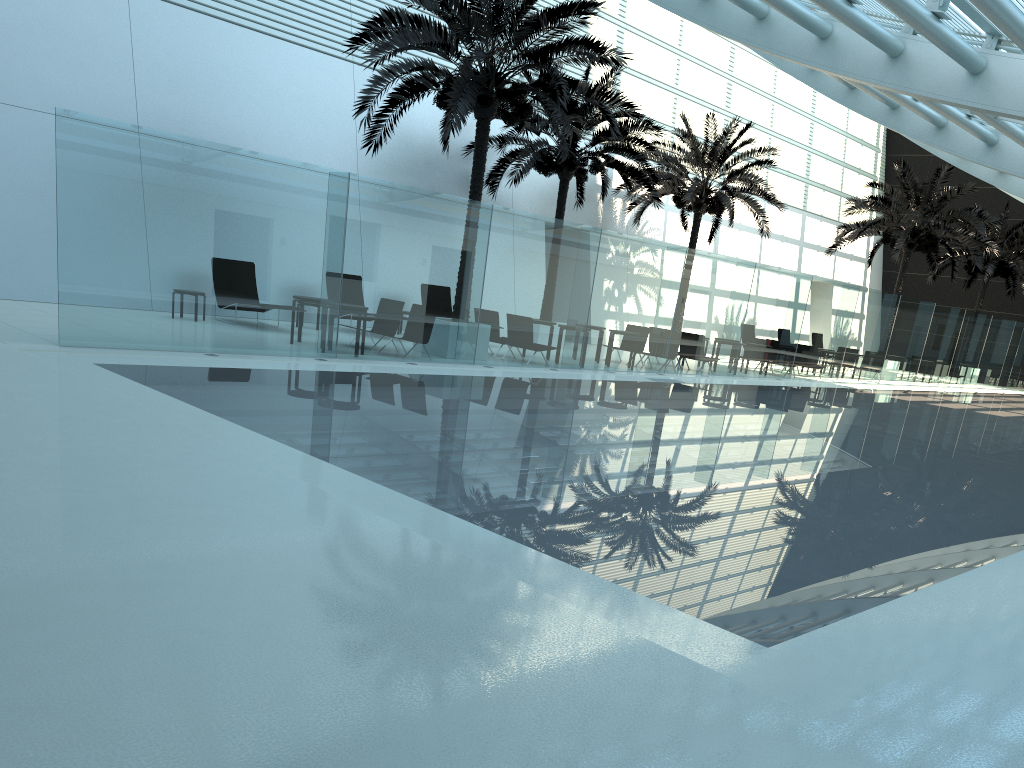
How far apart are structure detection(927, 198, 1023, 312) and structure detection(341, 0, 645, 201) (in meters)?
23.04

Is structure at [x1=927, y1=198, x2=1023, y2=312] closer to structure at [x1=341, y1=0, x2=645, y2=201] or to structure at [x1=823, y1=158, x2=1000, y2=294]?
structure at [x1=823, y1=158, x2=1000, y2=294]

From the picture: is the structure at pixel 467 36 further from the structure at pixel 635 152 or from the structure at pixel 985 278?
the structure at pixel 985 278

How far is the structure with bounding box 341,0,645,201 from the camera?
14.54m

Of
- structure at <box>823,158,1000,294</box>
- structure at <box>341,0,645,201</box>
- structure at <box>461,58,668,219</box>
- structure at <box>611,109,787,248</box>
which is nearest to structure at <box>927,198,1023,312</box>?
structure at <box>823,158,1000,294</box>

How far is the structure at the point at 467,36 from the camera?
14.54m

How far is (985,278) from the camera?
33.6m

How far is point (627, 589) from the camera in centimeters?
464cm

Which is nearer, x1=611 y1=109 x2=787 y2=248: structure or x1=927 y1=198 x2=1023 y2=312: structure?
x1=611 y1=109 x2=787 y2=248: structure

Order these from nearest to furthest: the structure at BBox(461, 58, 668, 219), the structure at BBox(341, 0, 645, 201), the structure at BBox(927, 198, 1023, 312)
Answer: the structure at BBox(341, 0, 645, 201) < the structure at BBox(461, 58, 668, 219) < the structure at BBox(927, 198, 1023, 312)
